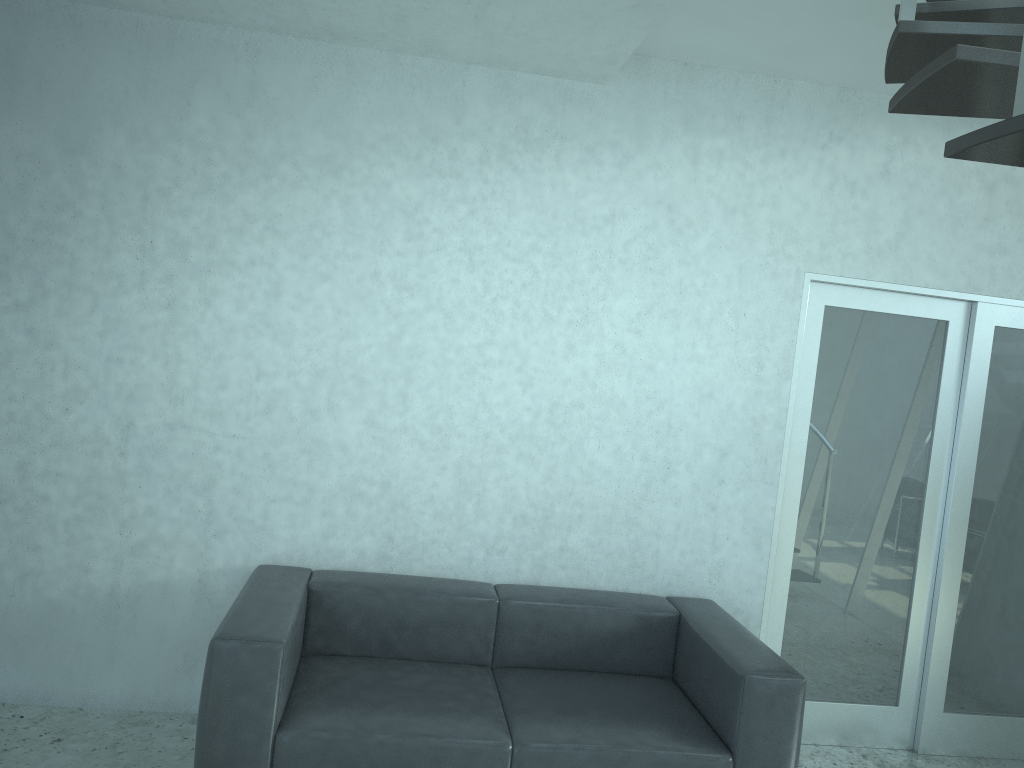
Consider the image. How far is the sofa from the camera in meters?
2.8 m

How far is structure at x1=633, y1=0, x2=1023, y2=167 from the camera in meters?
1.4 m

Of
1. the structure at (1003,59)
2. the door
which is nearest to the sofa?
the door

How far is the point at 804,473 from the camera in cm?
401

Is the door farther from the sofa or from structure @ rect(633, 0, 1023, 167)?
structure @ rect(633, 0, 1023, 167)

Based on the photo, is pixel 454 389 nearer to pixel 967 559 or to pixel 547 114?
pixel 547 114

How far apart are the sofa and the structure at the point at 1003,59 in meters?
1.9 m

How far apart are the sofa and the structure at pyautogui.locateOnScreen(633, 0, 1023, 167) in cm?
192

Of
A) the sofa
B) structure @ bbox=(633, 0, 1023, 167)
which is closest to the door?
the sofa

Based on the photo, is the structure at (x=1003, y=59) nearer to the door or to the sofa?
the door
